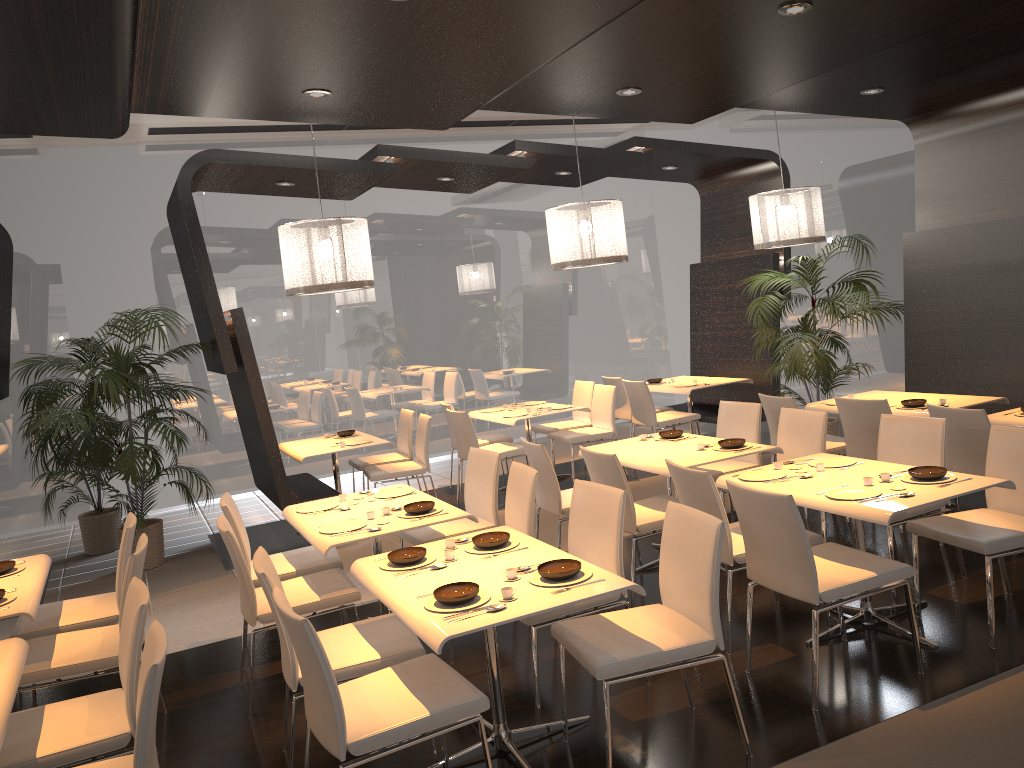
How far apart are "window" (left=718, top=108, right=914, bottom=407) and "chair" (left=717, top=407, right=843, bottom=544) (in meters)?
4.20

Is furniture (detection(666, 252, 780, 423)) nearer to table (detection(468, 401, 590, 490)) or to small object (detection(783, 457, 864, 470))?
table (detection(468, 401, 590, 490))

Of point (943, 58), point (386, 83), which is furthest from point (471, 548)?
point (943, 58)

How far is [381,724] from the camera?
2.92m

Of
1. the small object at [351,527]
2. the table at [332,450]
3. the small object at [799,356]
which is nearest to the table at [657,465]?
the small object at [351,527]

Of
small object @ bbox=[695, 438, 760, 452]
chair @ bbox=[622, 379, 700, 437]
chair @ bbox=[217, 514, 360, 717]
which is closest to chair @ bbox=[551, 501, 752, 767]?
chair @ bbox=[217, 514, 360, 717]

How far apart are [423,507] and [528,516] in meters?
0.6 m

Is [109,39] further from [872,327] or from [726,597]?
[872,327]

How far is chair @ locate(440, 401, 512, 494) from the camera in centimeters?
858cm

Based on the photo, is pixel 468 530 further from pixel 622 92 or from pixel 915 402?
pixel 915 402
